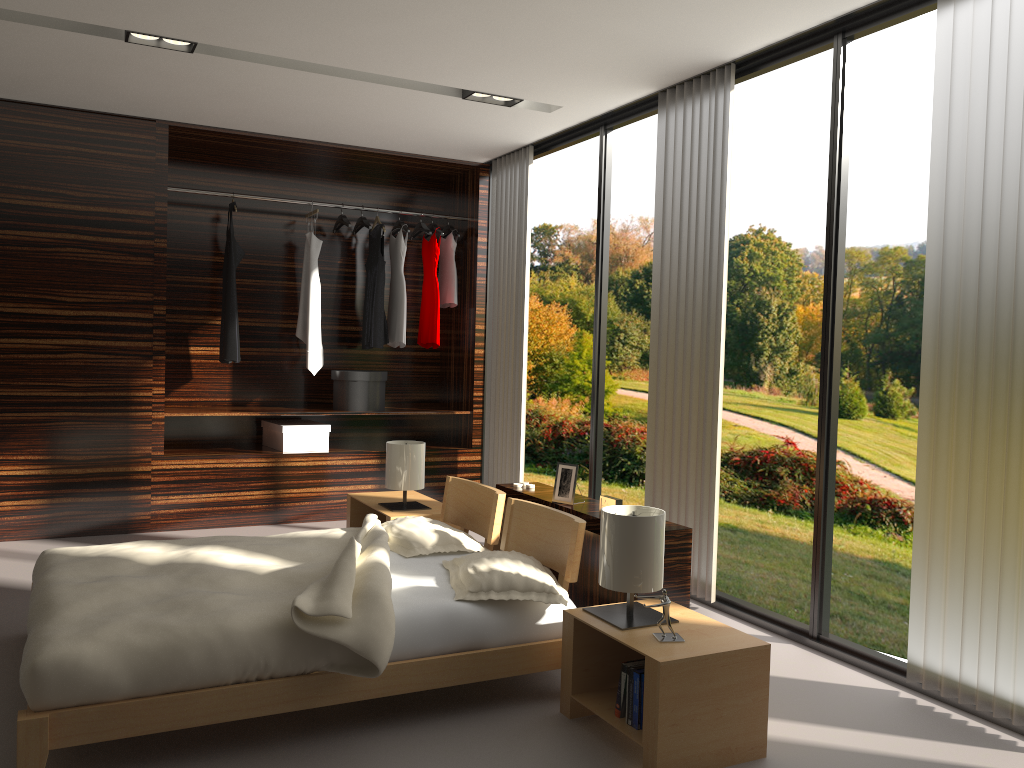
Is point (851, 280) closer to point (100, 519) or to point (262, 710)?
point (100, 519)

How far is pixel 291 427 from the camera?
5.6m

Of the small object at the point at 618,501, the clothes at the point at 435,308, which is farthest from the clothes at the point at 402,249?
the small object at the point at 618,501

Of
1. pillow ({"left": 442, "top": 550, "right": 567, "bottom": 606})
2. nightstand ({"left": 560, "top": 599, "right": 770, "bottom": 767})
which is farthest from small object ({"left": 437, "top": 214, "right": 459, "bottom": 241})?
nightstand ({"left": 560, "top": 599, "right": 770, "bottom": 767})

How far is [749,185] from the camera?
9.5 meters

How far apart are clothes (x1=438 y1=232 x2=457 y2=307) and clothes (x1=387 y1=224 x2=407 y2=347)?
0.3m

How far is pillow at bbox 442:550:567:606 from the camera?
2.8 meters

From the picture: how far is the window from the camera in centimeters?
326cm

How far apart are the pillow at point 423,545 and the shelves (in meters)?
2.08

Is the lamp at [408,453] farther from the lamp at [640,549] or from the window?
the lamp at [640,549]
